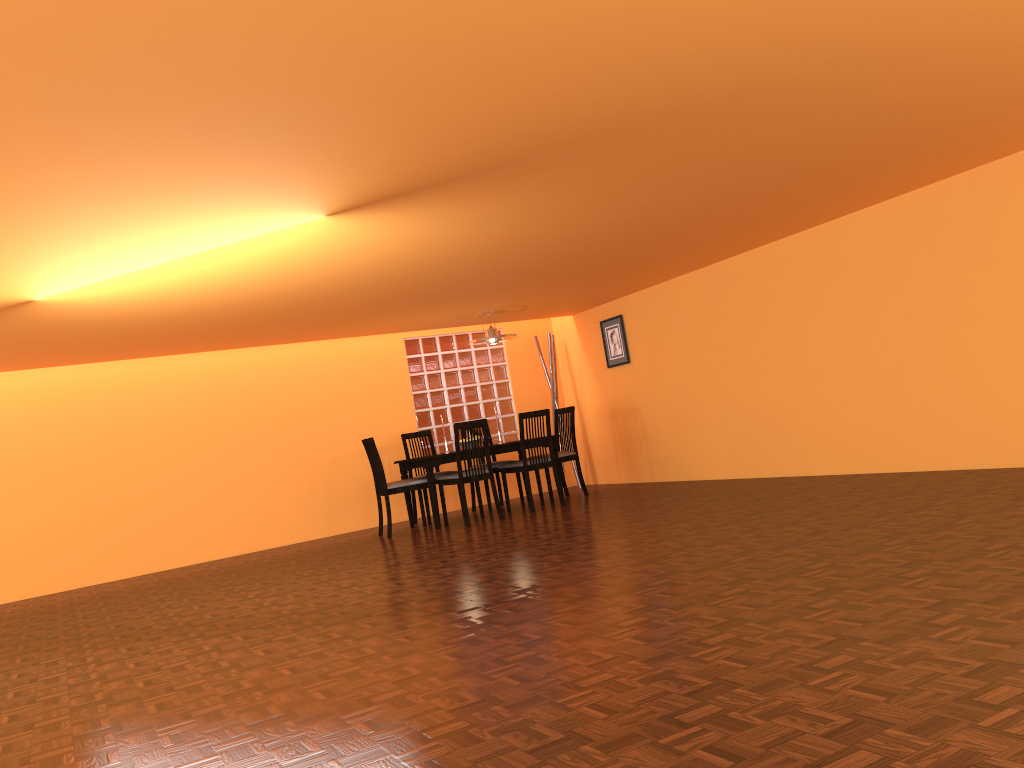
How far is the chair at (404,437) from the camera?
7.9 meters

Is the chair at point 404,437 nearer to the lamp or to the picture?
the lamp

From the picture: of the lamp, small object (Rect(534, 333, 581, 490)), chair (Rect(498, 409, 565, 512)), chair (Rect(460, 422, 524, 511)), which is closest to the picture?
small object (Rect(534, 333, 581, 490))

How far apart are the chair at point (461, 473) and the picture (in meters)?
1.85

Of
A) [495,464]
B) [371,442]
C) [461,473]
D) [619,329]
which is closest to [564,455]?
[495,464]

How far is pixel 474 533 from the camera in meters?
6.3

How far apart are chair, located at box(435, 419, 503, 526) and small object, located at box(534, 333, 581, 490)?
2.00m

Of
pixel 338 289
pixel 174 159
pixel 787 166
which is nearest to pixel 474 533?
pixel 338 289

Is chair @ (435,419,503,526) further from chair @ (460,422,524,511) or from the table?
chair @ (460,422,524,511)

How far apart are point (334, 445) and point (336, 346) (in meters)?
0.92
